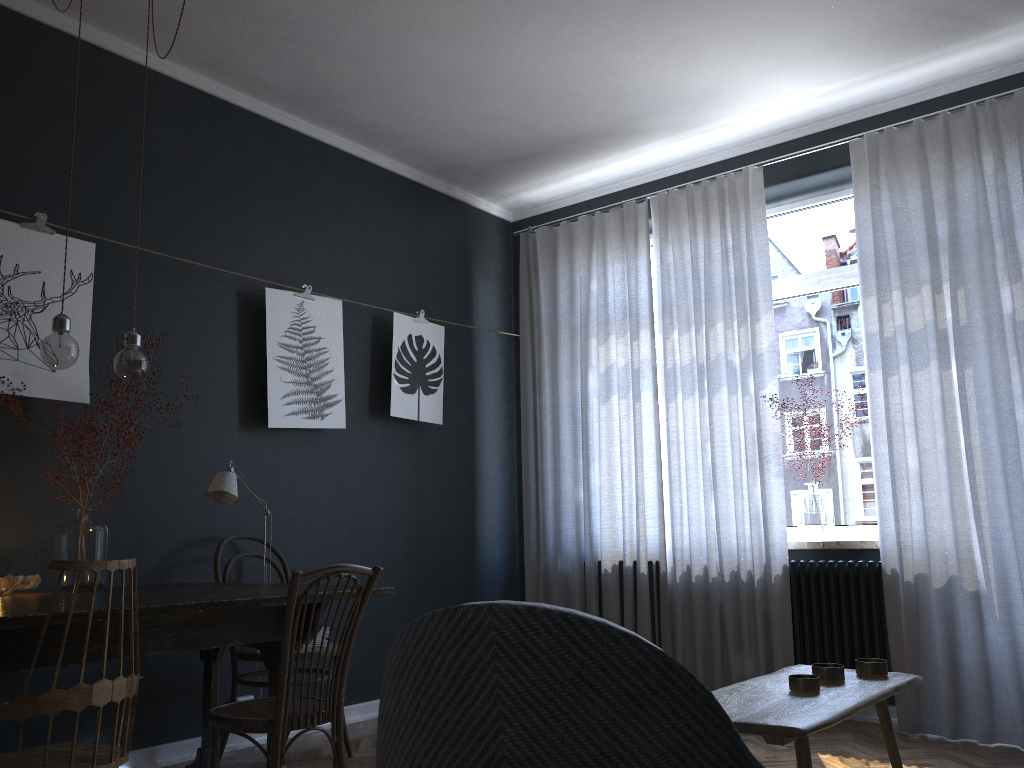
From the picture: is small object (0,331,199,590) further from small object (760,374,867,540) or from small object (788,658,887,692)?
small object (760,374,867,540)

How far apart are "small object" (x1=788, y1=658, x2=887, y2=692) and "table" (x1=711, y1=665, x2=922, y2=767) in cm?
1

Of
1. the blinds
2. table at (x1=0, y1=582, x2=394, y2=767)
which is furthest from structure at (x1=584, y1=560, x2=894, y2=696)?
table at (x1=0, y1=582, x2=394, y2=767)

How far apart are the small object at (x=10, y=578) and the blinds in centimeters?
286cm

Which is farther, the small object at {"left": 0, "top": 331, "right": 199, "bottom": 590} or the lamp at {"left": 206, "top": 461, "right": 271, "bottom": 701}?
the lamp at {"left": 206, "top": 461, "right": 271, "bottom": 701}

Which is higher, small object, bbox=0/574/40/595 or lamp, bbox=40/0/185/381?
lamp, bbox=40/0/185/381

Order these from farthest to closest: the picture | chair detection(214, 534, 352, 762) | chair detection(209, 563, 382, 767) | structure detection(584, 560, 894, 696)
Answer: structure detection(584, 560, 894, 696), chair detection(214, 534, 352, 762), the picture, chair detection(209, 563, 382, 767)

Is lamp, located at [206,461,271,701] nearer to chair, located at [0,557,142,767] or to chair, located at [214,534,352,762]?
chair, located at [214,534,352,762]

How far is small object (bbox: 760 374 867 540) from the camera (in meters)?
4.38

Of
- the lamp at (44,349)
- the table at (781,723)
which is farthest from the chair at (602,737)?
the lamp at (44,349)
